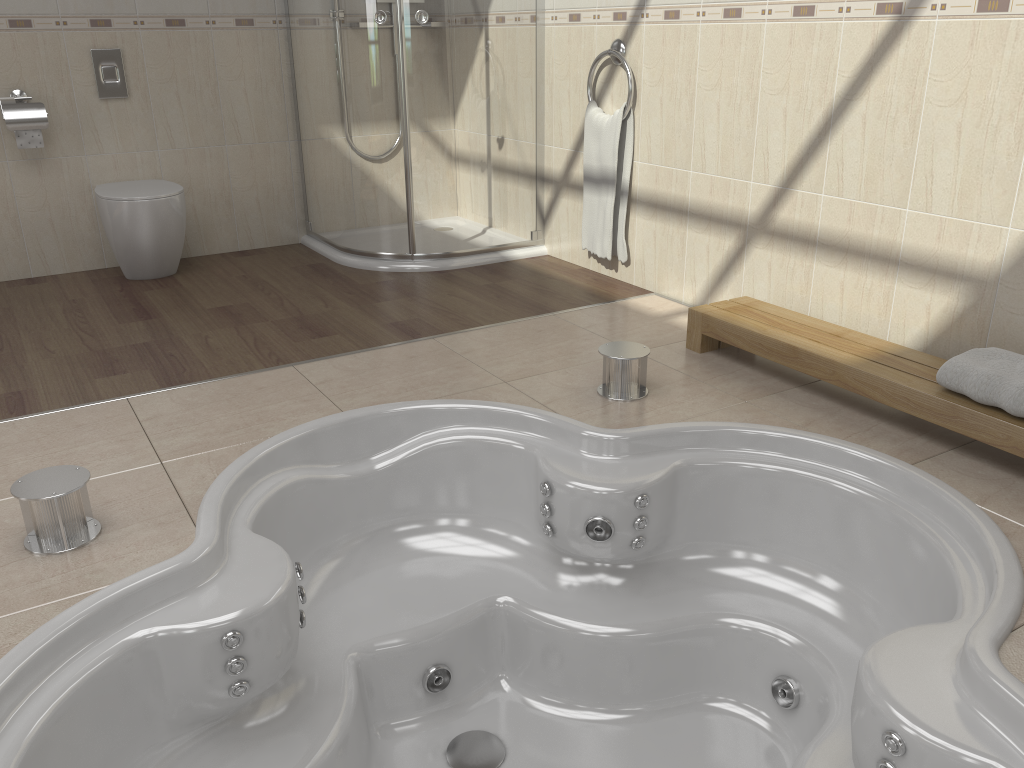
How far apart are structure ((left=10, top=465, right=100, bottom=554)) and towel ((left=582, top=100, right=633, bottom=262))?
2.3 meters

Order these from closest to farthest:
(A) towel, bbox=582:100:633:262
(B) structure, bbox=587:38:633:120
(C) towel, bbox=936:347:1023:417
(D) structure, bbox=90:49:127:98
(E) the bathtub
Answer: (E) the bathtub → (C) towel, bbox=936:347:1023:417 → (B) structure, bbox=587:38:633:120 → (A) towel, bbox=582:100:633:262 → (D) structure, bbox=90:49:127:98

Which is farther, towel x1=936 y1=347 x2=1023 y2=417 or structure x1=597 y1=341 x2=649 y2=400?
structure x1=597 y1=341 x2=649 y2=400

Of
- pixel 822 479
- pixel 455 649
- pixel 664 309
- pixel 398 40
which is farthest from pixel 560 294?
pixel 455 649

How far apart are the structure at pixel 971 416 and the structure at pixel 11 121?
2.72m

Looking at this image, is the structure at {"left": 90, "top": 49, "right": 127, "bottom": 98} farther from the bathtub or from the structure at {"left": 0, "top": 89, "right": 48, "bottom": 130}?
the bathtub

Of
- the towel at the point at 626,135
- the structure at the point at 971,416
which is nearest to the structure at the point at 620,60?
the towel at the point at 626,135

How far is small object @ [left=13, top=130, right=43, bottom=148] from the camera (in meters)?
3.60

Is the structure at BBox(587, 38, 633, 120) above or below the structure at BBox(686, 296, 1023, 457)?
above

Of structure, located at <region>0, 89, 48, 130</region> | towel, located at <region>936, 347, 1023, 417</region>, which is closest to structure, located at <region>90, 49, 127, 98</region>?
structure, located at <region>0, 89, 48, 130</region>
